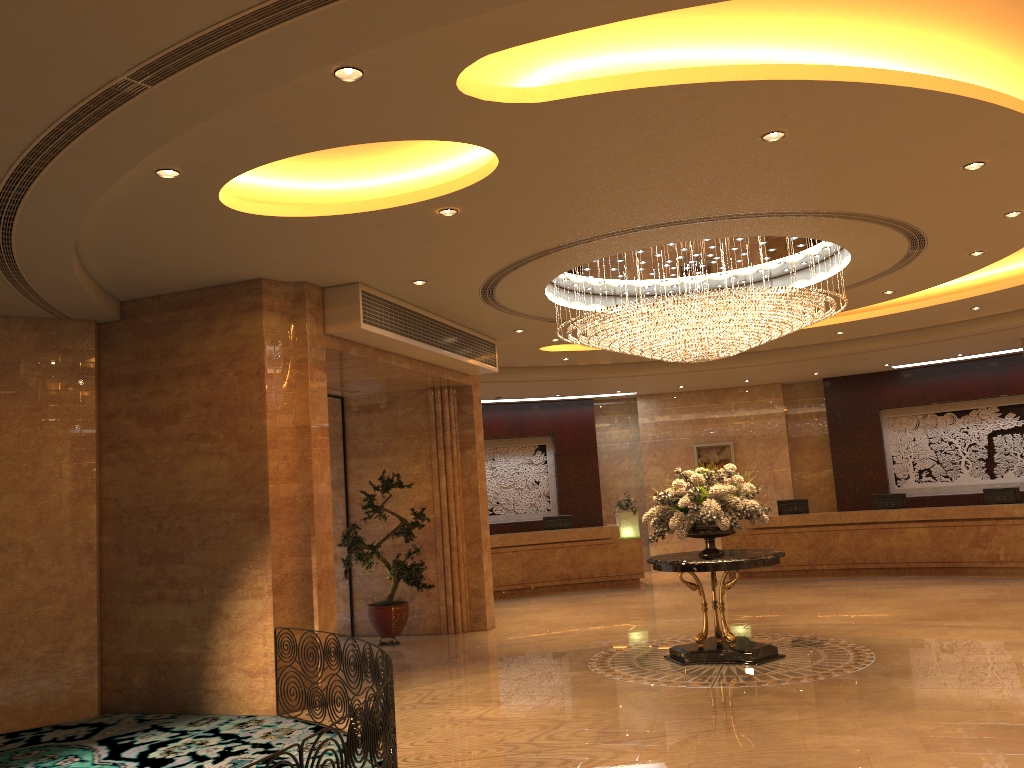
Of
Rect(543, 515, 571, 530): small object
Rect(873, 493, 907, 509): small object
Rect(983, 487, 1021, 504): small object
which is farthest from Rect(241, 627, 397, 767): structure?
Rect(983, 487, 1021, 504): small object

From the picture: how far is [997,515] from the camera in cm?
1534

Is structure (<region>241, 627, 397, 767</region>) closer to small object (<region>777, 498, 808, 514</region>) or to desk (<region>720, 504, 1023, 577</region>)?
desk (<region>720, 504, 1023, 577</region>)

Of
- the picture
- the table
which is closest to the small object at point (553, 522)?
the picture

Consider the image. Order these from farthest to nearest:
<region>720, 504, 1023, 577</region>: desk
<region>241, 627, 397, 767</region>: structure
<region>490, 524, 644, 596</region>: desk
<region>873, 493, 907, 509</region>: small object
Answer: <region>490, 524, 644, 596</region>: desk < <region>873, 493, 907, 509</region>: small object < <region>720, 504, 1023, 577</region>: desk < <region>241, 627, 397, 767</region>: structure

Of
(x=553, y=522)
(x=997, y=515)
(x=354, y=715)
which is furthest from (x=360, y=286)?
(x=997, y=515)

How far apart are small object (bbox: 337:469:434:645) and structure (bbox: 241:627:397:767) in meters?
3.7 m

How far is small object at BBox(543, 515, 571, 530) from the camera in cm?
1812

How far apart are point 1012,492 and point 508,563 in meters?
9.2

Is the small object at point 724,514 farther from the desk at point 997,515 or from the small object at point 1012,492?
the small object at point 1012,492
